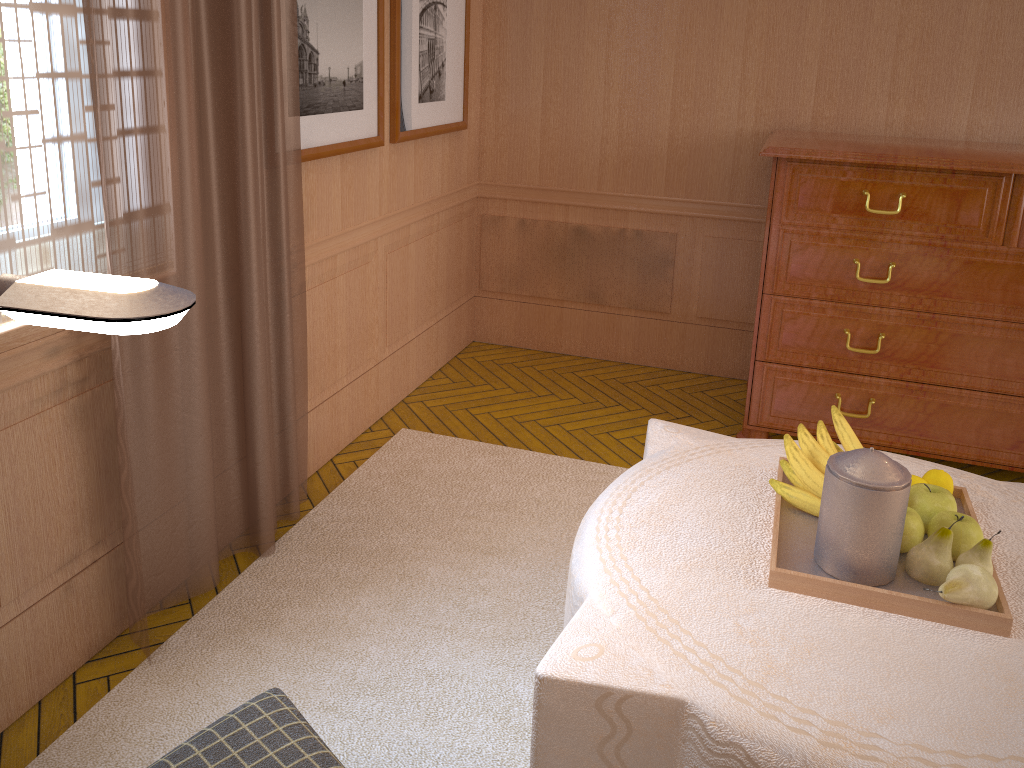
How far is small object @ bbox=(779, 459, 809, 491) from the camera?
3.1 meters

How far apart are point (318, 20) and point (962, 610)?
3.8m

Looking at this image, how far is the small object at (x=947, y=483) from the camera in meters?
3.1

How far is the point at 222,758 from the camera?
2.10m

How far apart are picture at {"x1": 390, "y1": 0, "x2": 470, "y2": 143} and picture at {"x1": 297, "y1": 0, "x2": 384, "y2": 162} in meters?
0.2 m

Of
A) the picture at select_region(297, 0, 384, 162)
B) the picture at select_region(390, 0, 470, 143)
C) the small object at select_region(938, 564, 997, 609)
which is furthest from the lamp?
the picture at select_region(390, 0, 470, 143)

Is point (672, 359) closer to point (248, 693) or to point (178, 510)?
point (178, 510)

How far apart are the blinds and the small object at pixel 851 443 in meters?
2.5 m

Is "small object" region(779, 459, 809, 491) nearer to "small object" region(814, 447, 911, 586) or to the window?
"small object" region(814, 447, 911, 586)

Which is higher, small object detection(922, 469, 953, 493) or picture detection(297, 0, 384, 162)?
picture detection(297, 0, 384, 162)
